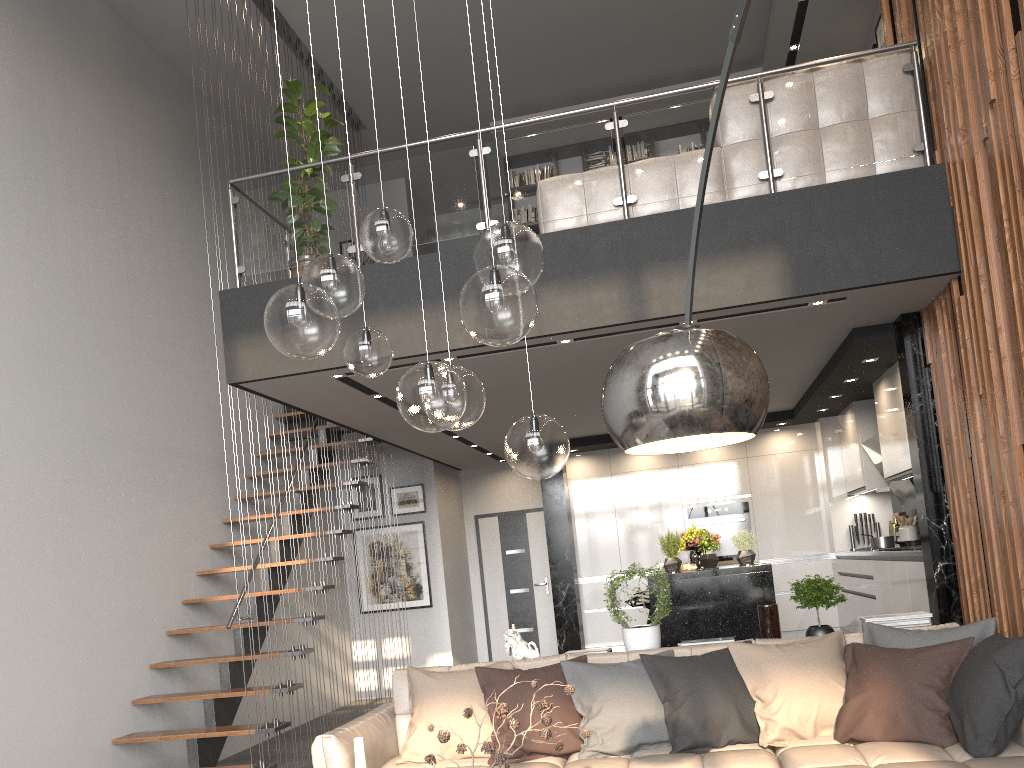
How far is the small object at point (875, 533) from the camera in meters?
8.8

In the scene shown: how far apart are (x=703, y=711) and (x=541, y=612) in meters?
6.9 m

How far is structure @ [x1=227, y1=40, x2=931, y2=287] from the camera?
5.15m

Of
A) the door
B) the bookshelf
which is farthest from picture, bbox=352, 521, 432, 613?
the bookshelf

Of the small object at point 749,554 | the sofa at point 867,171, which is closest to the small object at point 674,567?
the small object at point 749,554

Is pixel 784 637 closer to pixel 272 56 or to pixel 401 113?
pixel 401 113

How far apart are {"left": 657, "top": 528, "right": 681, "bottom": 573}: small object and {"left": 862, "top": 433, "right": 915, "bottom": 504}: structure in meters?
2.3

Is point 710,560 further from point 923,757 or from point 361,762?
point 361,762

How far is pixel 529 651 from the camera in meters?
4.8

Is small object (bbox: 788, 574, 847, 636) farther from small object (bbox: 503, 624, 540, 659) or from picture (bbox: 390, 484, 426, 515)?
picture (bbox: 390, 484, 426, 515)
